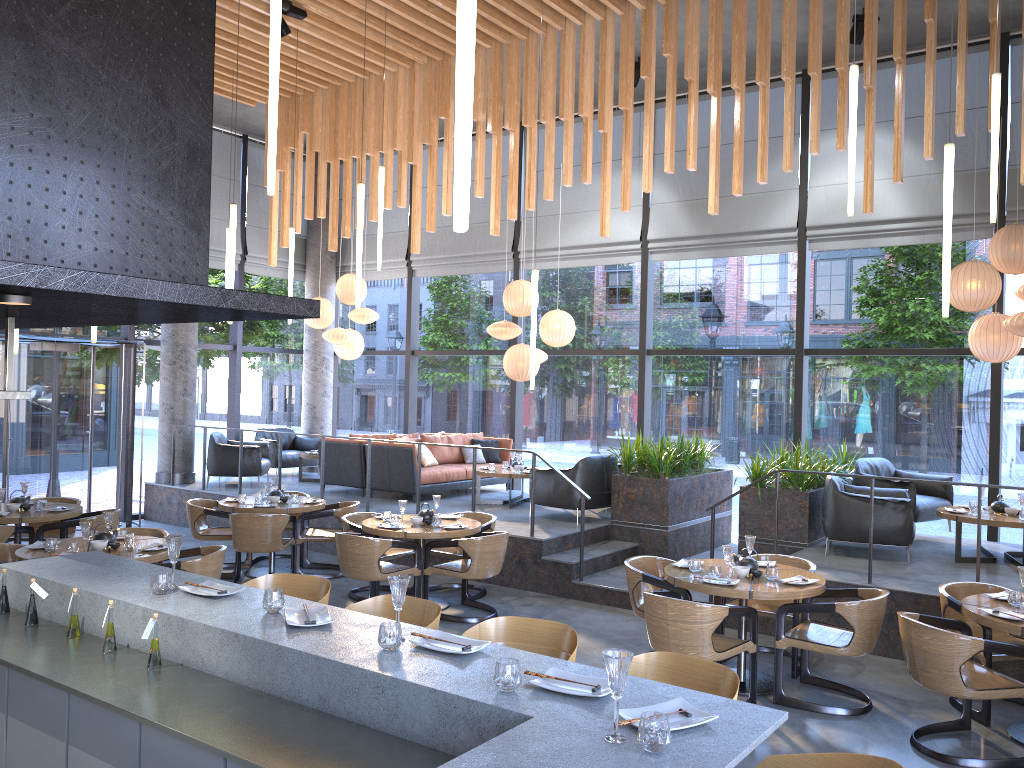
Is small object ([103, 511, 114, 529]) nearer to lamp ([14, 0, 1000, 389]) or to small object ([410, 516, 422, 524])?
lamp ([14, 0, 1000, 389])

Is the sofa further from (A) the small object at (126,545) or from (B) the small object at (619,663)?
(B) the small object at (619,663)

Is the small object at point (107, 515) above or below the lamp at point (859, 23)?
below

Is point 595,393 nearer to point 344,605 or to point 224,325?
point 224,325

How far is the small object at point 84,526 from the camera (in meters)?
6.28

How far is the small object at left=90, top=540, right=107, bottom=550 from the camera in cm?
641

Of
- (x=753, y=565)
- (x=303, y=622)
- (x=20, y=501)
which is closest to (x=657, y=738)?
(x=303, y=622)

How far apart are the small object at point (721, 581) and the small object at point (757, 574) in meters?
0.3 m

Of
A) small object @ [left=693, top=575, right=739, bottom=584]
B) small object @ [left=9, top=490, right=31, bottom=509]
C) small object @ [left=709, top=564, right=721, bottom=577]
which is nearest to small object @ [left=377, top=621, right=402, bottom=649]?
small object @ [left=693, top=575, right=739, bottom=584]

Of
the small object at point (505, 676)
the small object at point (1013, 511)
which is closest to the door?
the small object at point (505, 676)
